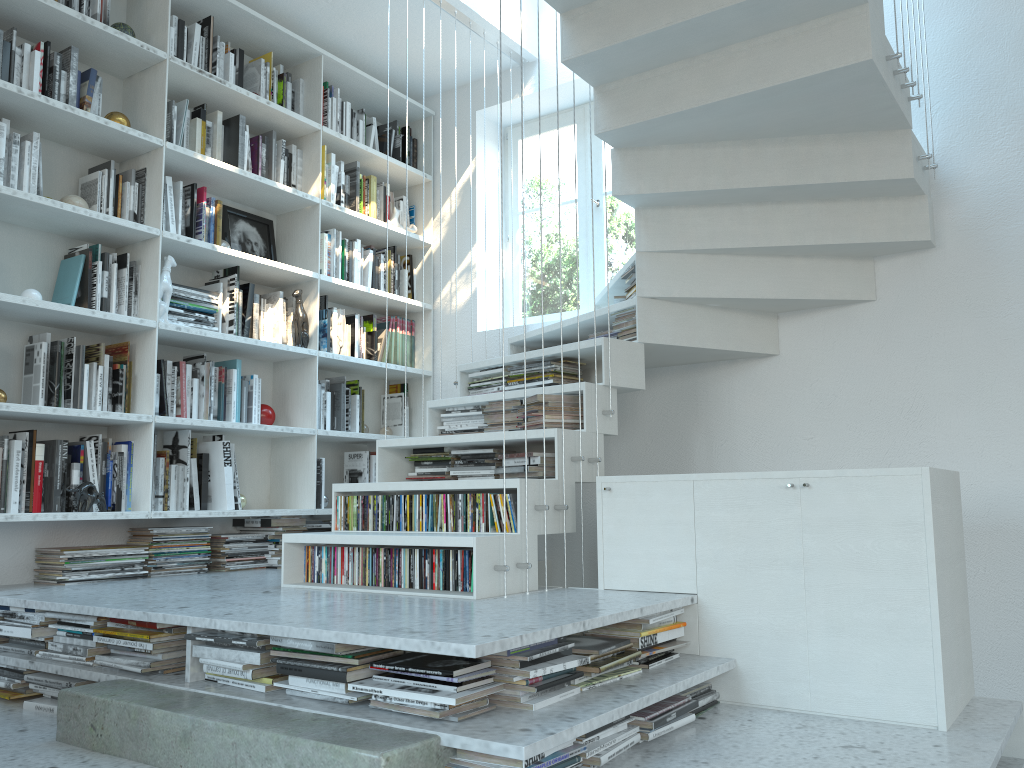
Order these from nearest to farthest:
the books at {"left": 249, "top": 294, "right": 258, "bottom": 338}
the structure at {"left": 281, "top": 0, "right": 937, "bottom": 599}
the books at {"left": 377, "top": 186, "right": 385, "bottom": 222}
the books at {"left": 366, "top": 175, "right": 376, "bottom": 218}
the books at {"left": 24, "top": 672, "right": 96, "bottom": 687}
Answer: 1. the books at {"left": 24, "top": 672, "right": 96, "bottom": 687}
2. the structure at {"left": 281, "top": 0, "right": 937, "bottom": 599}
3. the books at {"left": 249, "top": 294, "right": 258, "bottom": 338}
4. the books at {"left": 366, "top": 175, "right": 376, "bottom": 218}
5. the books at {"left": 377, "top": 186, "right": 385, "bottom": 222}

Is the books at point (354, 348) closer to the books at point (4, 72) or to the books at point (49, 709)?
the books at point (4, 72)

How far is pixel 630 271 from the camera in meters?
3.5 m

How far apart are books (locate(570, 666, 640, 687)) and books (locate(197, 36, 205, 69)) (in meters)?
3.13

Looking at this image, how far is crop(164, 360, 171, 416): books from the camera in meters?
3.6

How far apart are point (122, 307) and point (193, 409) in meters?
0.5

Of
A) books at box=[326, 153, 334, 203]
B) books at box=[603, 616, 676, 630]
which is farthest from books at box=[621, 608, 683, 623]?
books at box=[326, 153, 334, 203]

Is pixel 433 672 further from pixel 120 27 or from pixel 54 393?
pixel 120 27

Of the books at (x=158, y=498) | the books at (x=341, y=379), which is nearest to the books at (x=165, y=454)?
the books at (x=158, y=498)

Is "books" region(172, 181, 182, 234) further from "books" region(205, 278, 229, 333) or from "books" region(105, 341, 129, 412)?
"books" region(105, 341, 129, 412)
